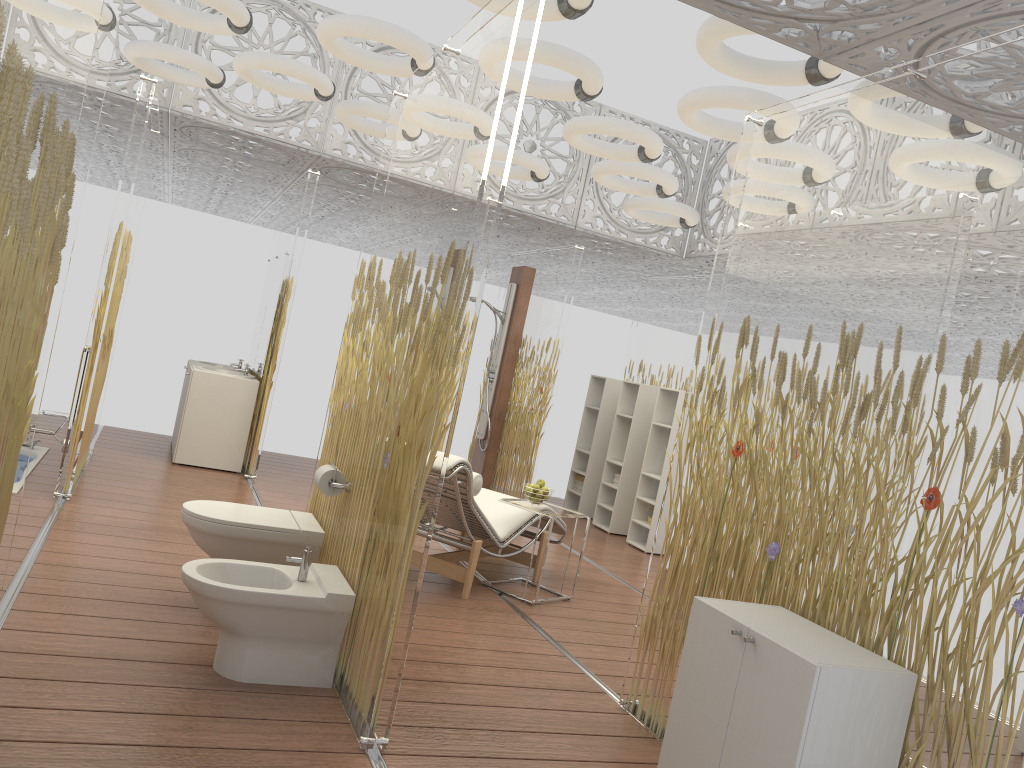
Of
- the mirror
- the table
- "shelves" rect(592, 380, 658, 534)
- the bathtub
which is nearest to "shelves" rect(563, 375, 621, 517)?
"shelves" rect(592, 380, 658, 534)

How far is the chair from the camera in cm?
491

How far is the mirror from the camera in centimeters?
764cm

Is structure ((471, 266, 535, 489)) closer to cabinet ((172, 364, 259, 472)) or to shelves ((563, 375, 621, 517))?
shelves ((563, 375, 621, 517))

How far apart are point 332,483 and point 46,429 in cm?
268

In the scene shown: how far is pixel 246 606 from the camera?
3.2 meters

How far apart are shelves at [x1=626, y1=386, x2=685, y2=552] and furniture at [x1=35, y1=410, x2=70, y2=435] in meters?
4.7 m

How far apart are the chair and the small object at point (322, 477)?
1.01m

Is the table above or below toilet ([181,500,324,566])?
above

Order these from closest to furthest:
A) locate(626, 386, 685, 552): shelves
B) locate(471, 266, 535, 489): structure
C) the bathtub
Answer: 1. the bathtub
2. locate(626, 386, 685, 552): shelves
3. locate(471, 266, 535, 489): structure
